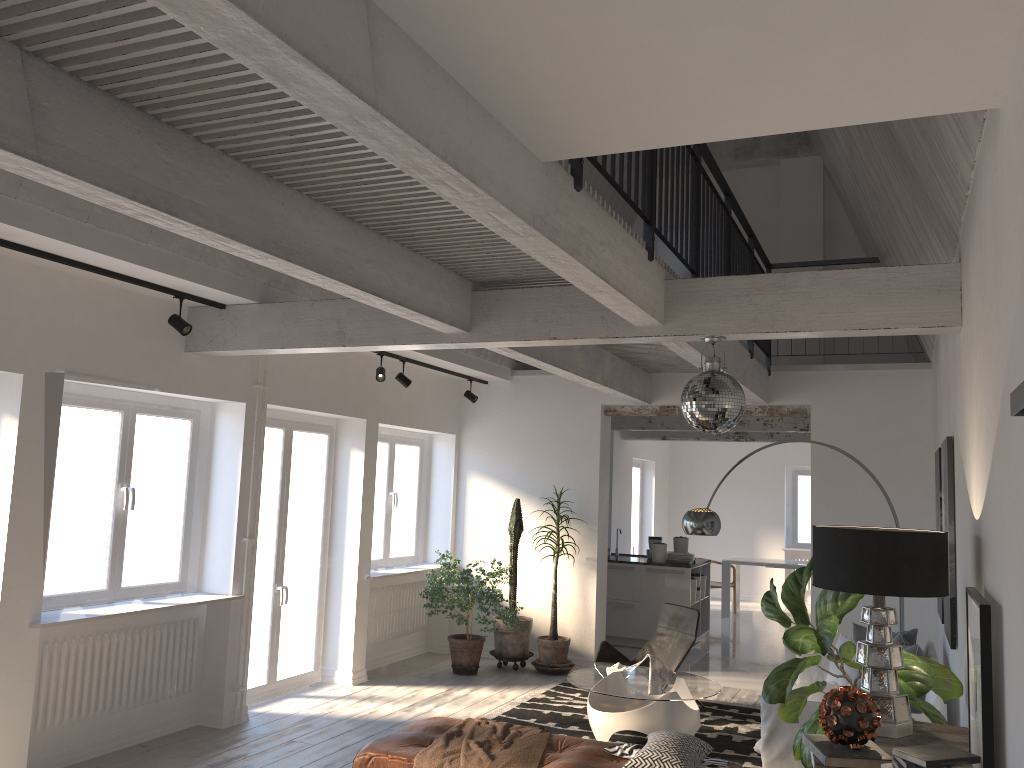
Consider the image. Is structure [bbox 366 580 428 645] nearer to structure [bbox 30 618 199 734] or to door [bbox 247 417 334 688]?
door [bbox 247 417 334 688]

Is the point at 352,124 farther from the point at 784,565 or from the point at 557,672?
the point at 784,565

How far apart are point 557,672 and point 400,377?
3.3 meters

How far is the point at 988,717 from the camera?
Result: 2.68m

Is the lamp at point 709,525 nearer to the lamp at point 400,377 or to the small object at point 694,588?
the lamp at point 400,377

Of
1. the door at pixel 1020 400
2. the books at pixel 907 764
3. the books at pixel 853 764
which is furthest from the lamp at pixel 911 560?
the door at pixel 1020 400

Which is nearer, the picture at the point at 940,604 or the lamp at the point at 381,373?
the picture at the point at 940,604

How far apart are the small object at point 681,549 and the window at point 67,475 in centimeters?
614cm

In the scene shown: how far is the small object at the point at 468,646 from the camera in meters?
8.5 m

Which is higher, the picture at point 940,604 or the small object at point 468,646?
the picture at point 940,604
